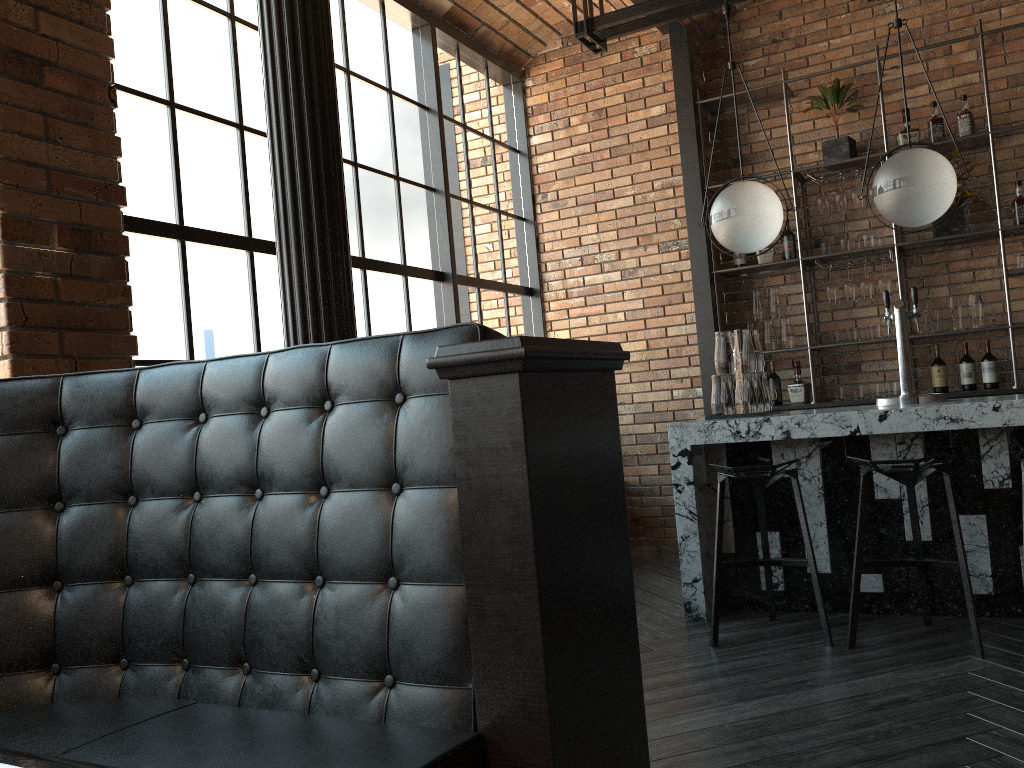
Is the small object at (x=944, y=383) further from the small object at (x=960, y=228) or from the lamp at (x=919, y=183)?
the lamp at (x=919, y=183)

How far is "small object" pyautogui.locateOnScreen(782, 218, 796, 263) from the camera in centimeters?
584cm

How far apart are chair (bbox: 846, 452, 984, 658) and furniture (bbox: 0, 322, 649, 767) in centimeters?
191cm

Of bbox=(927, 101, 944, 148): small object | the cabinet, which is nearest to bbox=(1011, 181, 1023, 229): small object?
the cabinet

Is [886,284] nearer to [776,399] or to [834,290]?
[834,290]

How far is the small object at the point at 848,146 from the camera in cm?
563

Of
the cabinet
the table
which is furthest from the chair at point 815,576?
the table

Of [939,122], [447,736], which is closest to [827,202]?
[939,122]

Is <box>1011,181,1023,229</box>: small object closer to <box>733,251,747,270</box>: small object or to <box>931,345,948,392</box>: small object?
<box>931,345,948,392</box>: small object

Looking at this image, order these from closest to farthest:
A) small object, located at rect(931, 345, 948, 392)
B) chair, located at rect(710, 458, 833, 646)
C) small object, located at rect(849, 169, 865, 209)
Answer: chair, located at rect(710, 458, 833, 646)
small object, located at rect(931, 345, 948, 392)
small object, located at rect(849, 169, 865, 209)
